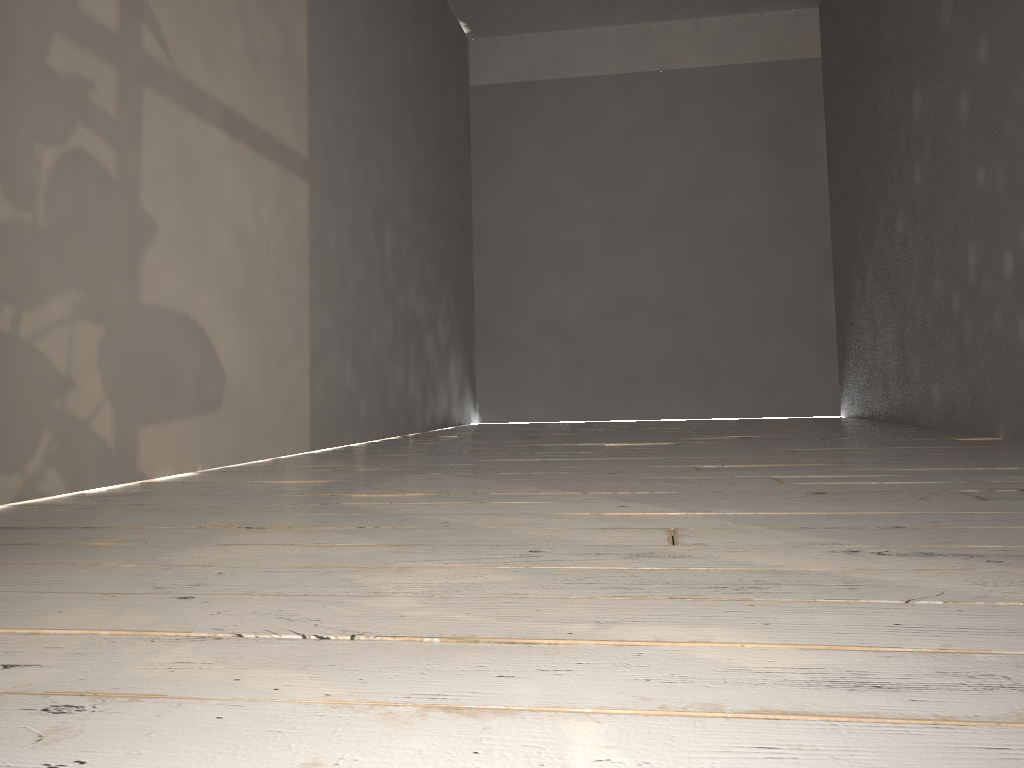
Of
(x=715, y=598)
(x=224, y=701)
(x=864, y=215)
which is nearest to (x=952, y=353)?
(x=864, y=215)

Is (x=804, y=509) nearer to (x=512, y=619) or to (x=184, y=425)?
(x=512, y=619)
